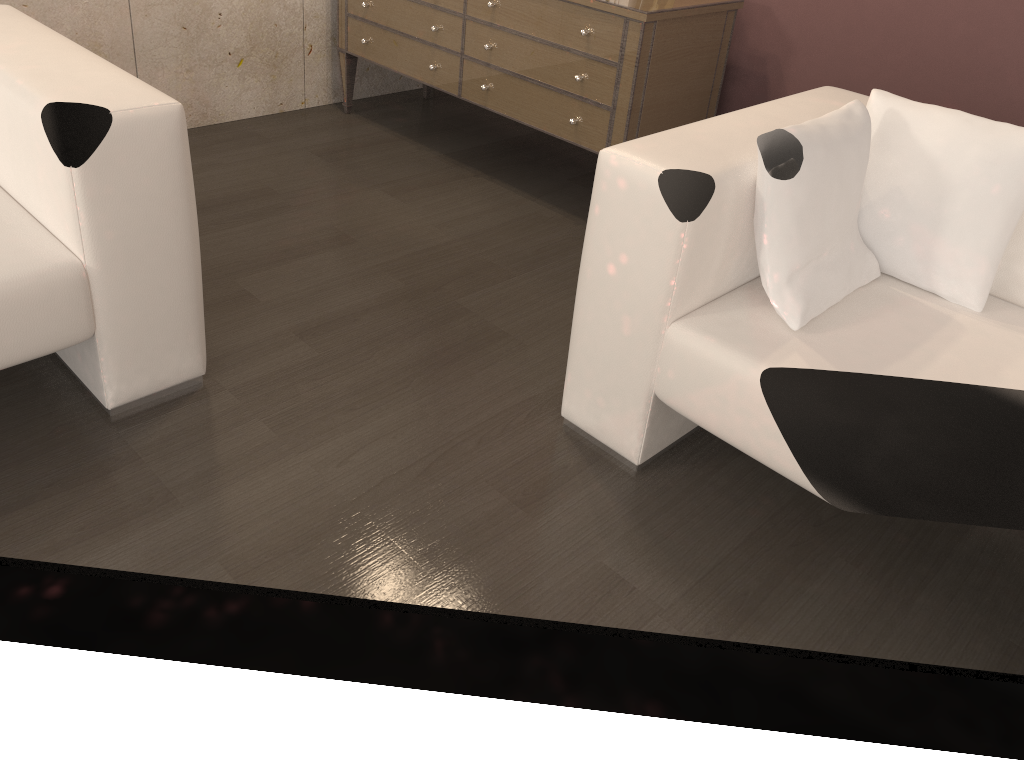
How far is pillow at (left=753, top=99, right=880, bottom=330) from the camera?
1.6m

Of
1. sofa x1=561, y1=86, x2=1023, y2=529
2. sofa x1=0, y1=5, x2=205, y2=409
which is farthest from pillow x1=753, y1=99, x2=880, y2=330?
sofa x1=0, y1=5, x2=205, y2=409

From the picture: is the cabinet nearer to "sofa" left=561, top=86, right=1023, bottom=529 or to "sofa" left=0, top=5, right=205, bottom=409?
"sofa" left=561, top=86, right=1023, bottom=529

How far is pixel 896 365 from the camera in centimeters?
158cm

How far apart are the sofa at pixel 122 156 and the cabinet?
1.28m

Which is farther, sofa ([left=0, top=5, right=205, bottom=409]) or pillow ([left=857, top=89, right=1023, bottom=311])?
pillow ([left=857, top=89, right=1023, bottom=311])

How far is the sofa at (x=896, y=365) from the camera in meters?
1.6

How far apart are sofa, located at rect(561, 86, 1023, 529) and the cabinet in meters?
0.6 m

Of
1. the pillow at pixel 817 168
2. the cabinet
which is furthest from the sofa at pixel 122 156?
the cabinet

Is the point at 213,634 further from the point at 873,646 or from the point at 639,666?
the point at 873,646
